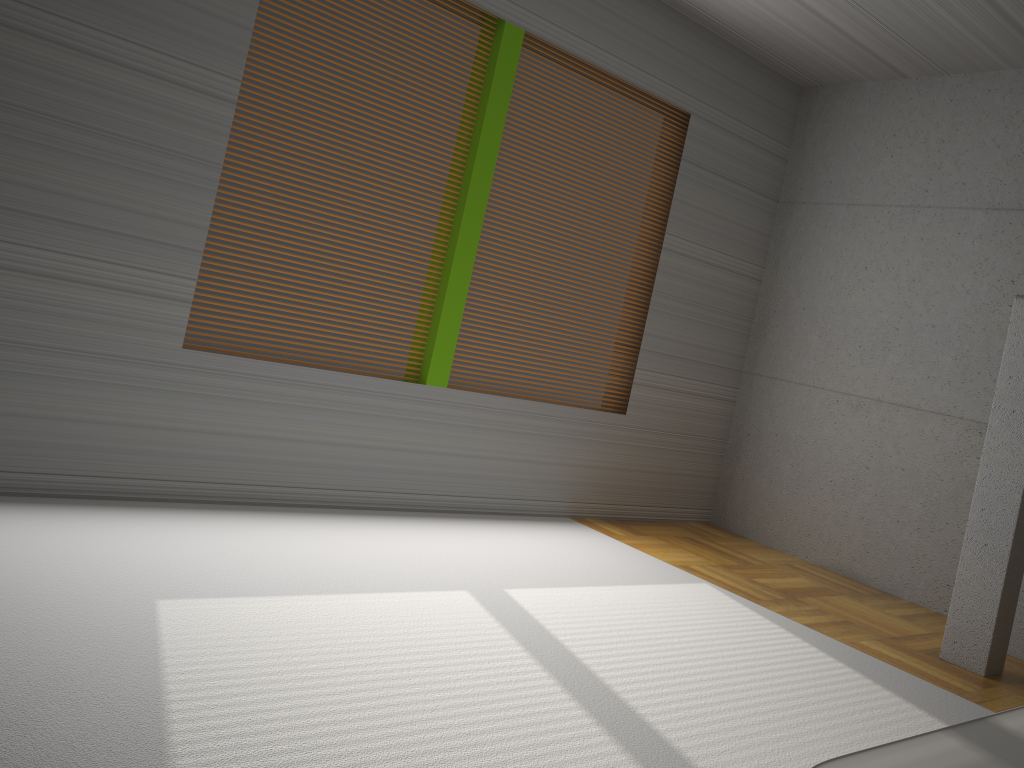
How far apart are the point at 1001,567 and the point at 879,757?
3.0m

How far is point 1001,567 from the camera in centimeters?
393cm

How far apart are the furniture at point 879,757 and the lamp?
2.4m

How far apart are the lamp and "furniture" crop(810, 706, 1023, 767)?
2.4 meters

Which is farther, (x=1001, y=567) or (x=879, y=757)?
(x=1001, y=567)

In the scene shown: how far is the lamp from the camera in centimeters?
393cm

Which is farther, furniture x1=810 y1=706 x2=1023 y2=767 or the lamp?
the lamp
